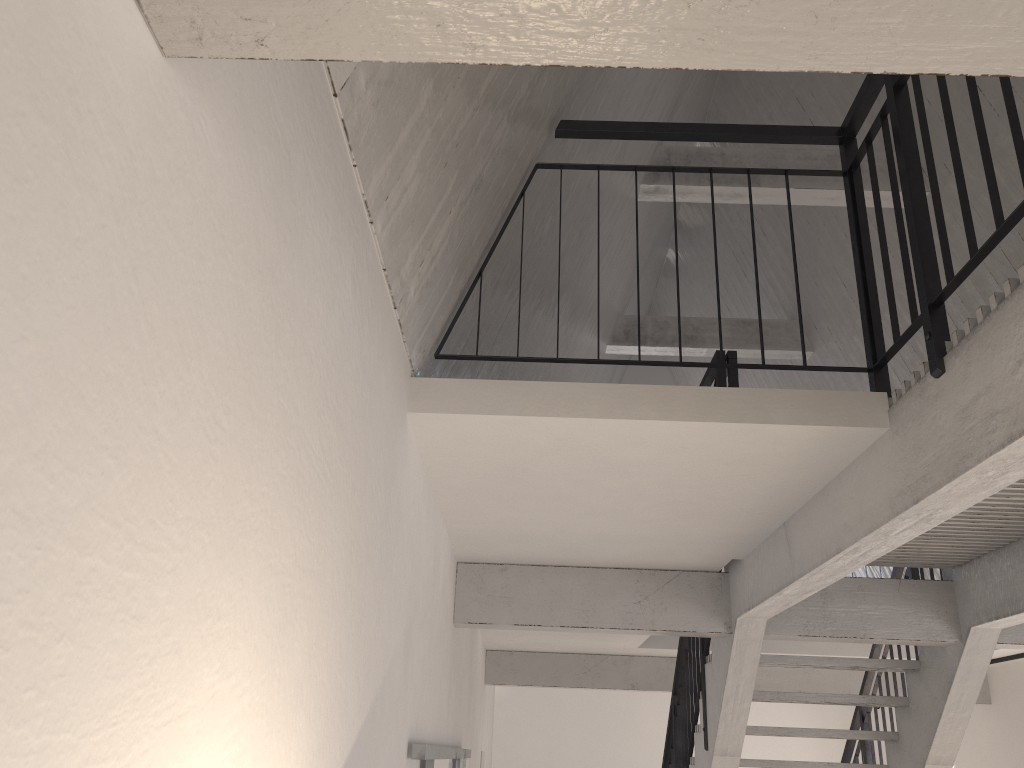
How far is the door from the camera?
2.9 meters

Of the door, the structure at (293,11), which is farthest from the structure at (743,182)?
the door

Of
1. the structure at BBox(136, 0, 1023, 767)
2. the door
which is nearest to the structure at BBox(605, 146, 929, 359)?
the structure at BBox(136, 0, 1023, 767)

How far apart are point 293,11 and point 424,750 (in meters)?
2.61

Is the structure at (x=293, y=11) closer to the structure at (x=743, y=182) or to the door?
the door

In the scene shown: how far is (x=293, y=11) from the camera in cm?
82

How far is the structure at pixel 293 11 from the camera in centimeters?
82cm

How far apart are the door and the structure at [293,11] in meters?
0.6

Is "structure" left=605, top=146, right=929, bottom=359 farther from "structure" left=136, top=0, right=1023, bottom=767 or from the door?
the door

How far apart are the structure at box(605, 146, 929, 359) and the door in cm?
389
